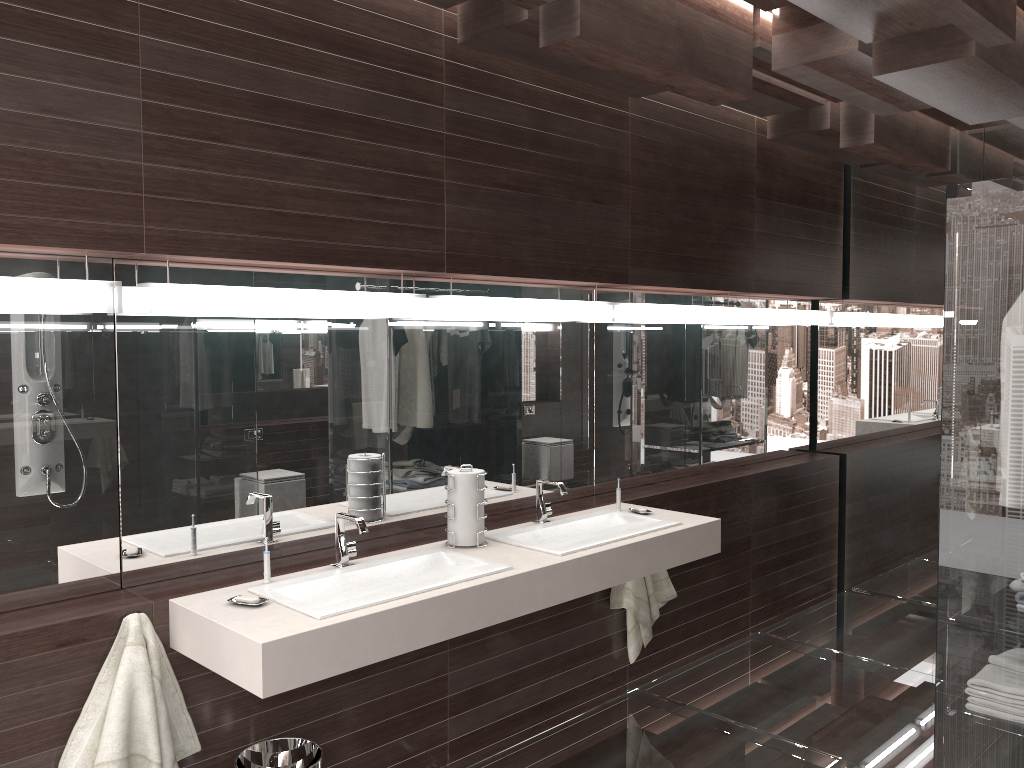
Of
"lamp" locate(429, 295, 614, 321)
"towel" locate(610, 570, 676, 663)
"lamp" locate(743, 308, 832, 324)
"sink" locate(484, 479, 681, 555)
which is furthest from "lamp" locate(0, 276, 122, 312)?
"lamp" locate(743, 308, 832, 324)

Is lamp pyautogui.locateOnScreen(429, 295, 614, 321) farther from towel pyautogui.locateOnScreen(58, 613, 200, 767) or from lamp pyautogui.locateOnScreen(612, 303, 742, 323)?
towel pyautogui.locateOnScreen(58, 613, 200, 767)

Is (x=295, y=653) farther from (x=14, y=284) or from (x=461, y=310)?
(x=461, y=310)

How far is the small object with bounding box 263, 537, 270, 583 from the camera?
2.5m

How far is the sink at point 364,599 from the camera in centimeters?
234cm

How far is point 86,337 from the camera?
2.4 meters

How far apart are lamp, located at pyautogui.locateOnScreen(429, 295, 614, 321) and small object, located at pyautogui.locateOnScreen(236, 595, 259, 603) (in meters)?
1.19

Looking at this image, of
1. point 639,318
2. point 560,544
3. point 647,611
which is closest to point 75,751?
point 560,544

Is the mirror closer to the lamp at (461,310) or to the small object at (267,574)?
the lamp at (461,310)

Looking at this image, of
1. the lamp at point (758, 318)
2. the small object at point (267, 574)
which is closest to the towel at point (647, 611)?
the lamp at point (758, 318)
